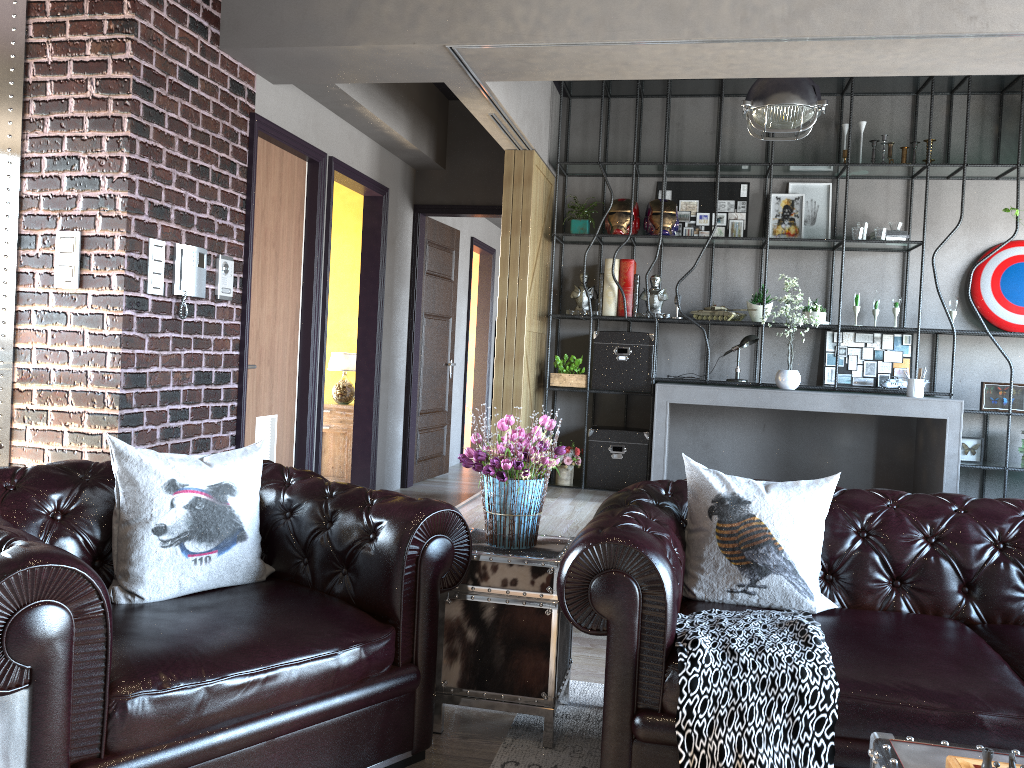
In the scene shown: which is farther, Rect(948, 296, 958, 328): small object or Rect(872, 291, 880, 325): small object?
Rect(872, 291, 880, 325): small object

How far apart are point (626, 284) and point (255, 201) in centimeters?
306cm

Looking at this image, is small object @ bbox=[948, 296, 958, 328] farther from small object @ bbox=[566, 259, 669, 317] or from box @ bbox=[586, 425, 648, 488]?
box @ bbox=[586, 425, 648, 488]

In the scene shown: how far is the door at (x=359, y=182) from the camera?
6.6 meters

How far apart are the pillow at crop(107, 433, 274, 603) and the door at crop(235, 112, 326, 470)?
2.1 meters

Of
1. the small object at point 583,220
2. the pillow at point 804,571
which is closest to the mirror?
the pillow at point 804,571

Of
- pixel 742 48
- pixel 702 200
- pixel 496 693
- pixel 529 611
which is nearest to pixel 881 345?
pixel 702 200

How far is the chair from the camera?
1.9m

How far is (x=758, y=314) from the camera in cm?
693

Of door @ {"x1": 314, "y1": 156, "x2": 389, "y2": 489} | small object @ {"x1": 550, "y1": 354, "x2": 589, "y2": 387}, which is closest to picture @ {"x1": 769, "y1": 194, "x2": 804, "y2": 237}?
small object @ {"x1": 550, "y1": 354, "x2": 589, "y2": 387}
